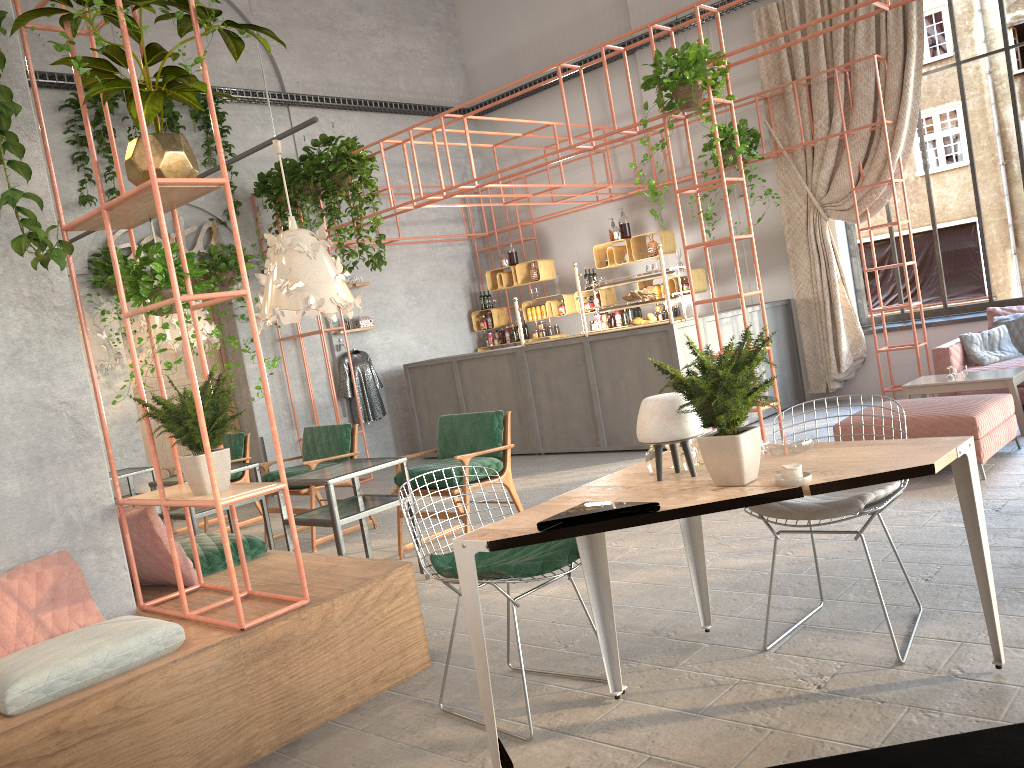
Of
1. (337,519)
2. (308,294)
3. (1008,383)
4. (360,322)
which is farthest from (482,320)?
(337,519)

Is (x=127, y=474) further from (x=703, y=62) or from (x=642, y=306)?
(x=703, y=62)

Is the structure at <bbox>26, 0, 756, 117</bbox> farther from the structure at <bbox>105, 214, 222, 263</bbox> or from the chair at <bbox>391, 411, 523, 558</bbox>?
the chair at <bbox>391, 411, 523, 558</bbox>

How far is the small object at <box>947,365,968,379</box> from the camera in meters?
7.1

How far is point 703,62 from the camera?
6.3m

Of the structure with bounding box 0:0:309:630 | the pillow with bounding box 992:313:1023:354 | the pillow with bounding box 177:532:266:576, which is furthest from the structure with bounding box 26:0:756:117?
the pillow with bounding box 177:532:266:576

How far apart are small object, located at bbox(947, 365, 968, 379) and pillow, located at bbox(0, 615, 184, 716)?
6.2 meters

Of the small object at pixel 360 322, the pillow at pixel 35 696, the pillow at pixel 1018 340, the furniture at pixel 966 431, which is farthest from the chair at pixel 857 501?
the small object at pixel 360 322

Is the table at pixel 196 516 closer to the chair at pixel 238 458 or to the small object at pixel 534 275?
the chair at pixel 238 458

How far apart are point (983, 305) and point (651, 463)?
7.4 meters
